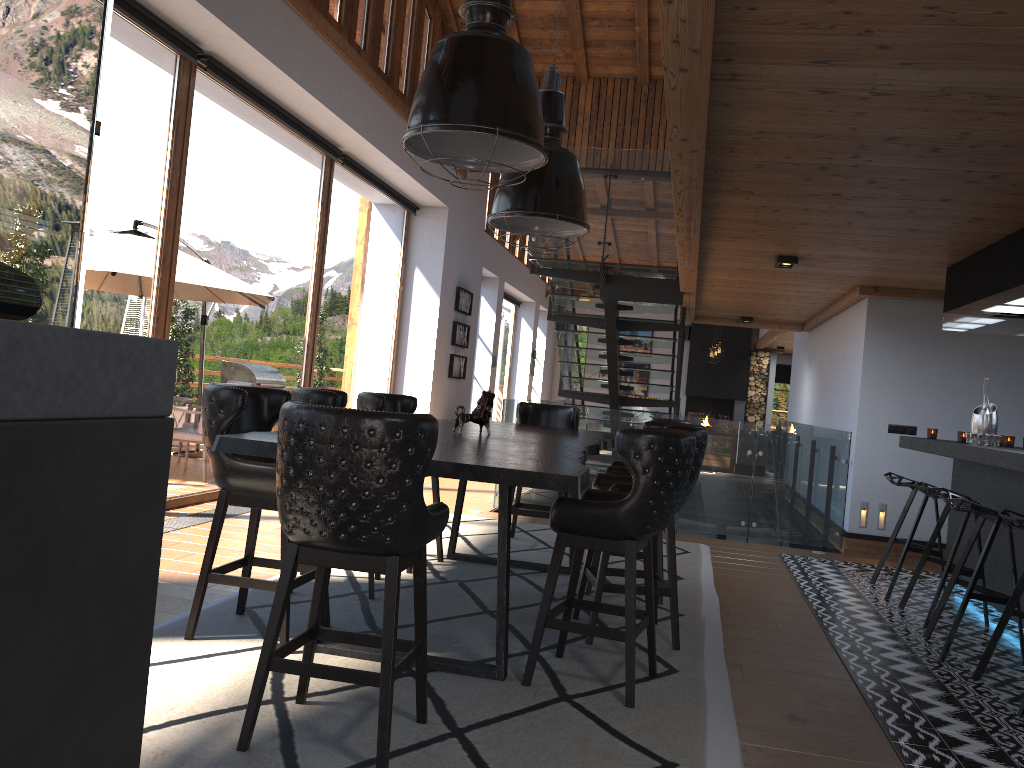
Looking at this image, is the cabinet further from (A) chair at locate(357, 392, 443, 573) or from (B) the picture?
(B) the picture

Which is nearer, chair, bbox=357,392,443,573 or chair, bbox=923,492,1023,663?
chair, bbox=923,492,1023,663

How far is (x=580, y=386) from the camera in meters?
11.6

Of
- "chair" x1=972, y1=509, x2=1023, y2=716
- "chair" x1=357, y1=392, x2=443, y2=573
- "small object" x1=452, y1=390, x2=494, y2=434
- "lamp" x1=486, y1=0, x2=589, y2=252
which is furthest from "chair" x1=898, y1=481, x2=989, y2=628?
"chair" x1=357, y1=392, x2=443, y2=573

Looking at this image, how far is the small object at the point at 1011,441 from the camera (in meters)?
6.11

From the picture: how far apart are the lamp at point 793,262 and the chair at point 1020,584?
2.9m

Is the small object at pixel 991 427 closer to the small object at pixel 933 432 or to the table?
the small object at pixel 933 432

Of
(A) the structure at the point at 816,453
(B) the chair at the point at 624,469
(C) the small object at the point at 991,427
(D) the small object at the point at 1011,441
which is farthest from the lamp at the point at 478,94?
(A) the structure at the point at 816,453

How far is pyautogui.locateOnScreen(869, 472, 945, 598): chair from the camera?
6.01m

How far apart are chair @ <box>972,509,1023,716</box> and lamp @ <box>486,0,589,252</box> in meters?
2.6
